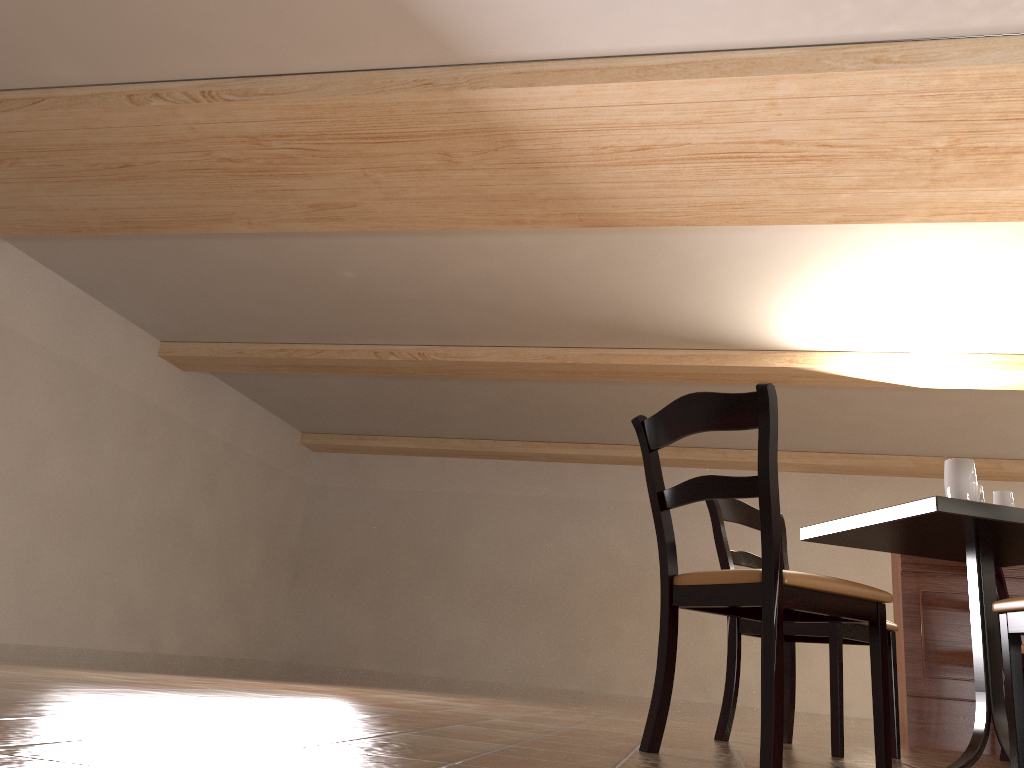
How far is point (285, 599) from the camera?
12.6 meters

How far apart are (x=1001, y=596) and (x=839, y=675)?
1.61m

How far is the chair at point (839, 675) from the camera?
2.7 meters

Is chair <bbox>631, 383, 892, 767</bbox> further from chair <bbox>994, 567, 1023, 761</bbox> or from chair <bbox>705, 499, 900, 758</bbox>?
chair <bbox>994, 567, 1023, 761</bbox>

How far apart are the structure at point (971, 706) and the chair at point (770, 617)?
2.0 meters

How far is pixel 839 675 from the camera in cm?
271

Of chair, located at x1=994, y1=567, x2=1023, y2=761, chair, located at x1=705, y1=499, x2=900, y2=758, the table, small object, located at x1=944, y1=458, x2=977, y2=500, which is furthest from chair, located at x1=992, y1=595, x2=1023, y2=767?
chair, located at x1=994, y1=567, x2=1023, y2=761

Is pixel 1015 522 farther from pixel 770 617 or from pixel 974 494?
pixel 770 617

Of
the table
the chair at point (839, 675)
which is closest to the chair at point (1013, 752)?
the table

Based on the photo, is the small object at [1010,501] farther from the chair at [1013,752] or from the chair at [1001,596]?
the chair at [1001,596]
